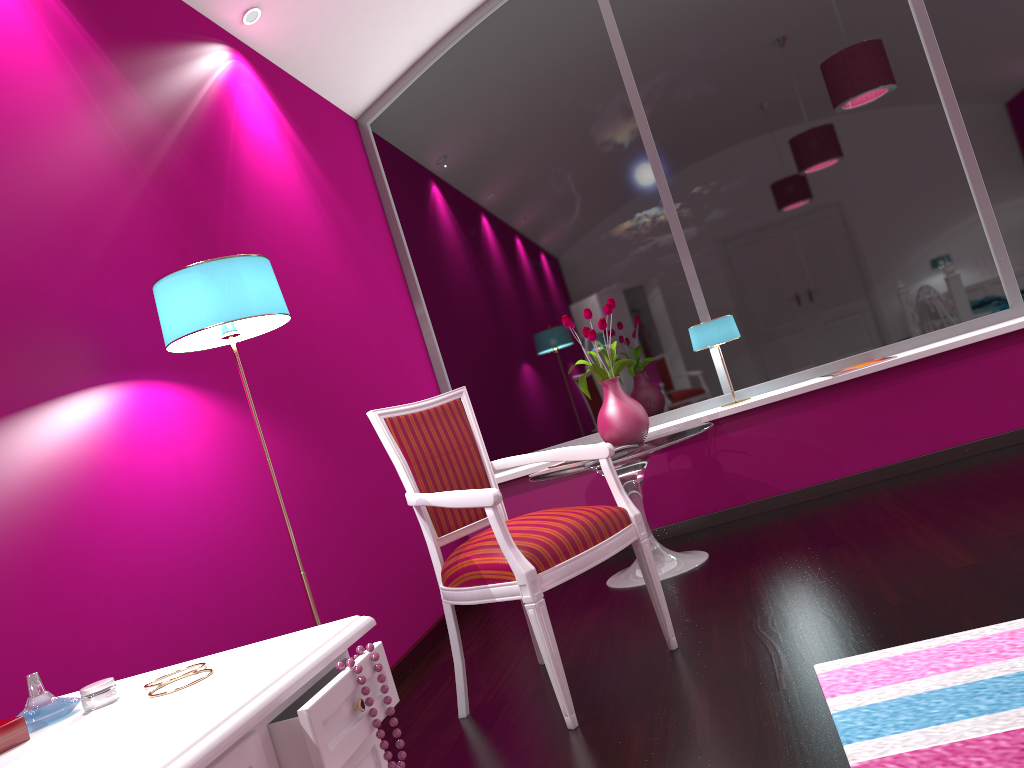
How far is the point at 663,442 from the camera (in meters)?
3.33

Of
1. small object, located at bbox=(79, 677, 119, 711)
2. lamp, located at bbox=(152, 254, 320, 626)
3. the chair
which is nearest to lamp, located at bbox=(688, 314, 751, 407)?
the chair

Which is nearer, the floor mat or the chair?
the floor mat

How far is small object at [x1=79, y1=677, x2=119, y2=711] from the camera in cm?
102

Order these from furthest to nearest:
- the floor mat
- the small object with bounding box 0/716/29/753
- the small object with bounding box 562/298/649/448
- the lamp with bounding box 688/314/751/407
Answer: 1. the lamp with bounding box 688/314/751/407
2. the small object with bounding box 562/298/649/448
3. the floor mat
4. the small object with bounding box 0/716/29/753

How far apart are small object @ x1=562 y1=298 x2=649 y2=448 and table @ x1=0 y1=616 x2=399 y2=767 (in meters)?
2.48

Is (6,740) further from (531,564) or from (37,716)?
(531,564)

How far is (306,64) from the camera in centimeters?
395cm

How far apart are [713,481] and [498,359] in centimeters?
126cm

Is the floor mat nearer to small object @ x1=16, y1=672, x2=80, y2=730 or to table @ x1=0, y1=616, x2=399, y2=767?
table @ x1=0, y1=616, x2=399, y2=767
